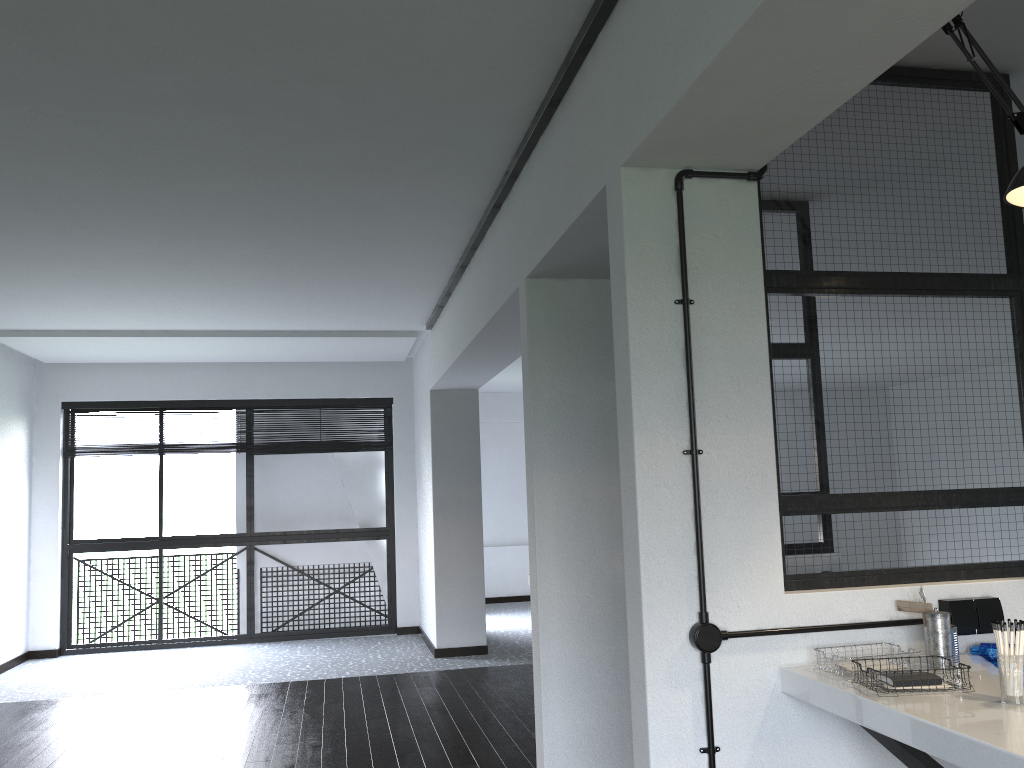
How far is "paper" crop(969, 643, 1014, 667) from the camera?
2.20m

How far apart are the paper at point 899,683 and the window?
6.1m

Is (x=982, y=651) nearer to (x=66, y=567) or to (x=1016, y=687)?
(x=1016, y=687)

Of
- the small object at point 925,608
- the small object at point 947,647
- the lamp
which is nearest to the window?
the small object at point 925,608

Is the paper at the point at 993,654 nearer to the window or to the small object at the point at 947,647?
the small object at the point at 947,647

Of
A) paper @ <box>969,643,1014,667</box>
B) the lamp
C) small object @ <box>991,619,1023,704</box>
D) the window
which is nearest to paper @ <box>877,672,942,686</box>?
small object @ <box>991,619,1023,704</box>

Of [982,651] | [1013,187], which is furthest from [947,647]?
[1013,187]

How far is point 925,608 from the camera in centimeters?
215cm

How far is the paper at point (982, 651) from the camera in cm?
220

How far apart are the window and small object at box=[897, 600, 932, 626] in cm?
590
